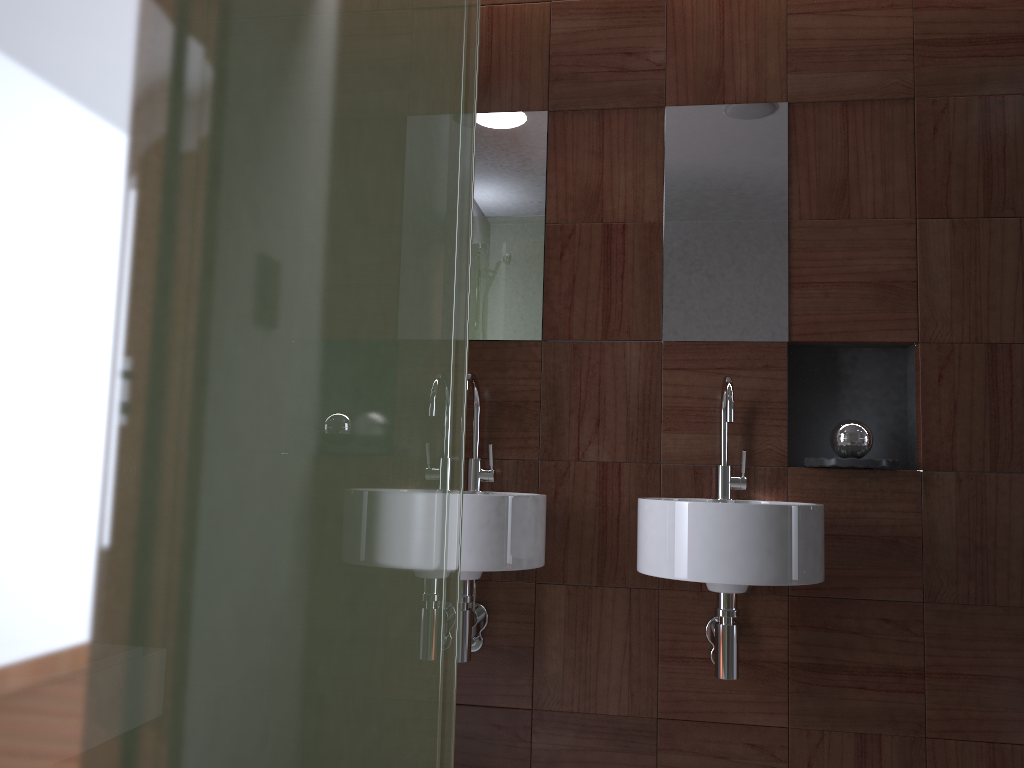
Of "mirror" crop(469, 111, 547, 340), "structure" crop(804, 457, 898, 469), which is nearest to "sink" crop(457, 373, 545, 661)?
"mirror" crop(469, 111, 547, 340)

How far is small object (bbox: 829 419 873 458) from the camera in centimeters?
216cm

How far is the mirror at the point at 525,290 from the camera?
2.4m

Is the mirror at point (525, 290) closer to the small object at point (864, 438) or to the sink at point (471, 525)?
the sink at point (471, 525)

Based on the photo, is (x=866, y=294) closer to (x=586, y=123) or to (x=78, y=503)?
(x=586, y=123)

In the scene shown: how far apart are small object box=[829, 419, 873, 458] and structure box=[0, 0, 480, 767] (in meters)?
1.57

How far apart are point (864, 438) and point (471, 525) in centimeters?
99cm

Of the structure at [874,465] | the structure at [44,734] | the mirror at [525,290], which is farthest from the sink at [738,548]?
the structure at [44,734]

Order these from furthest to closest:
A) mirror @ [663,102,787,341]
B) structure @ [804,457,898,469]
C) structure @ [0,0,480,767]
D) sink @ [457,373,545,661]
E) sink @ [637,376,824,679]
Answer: mirror @ [663,102,787,341] < structure @ [804,457,898,469] < sink @ [457,373,545,661] < sink @ [637,376,824,679] < structure @ [0,0,480,767]

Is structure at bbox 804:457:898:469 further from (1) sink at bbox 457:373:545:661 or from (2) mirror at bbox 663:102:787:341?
(1) sink at bbox 457:373:545:661
